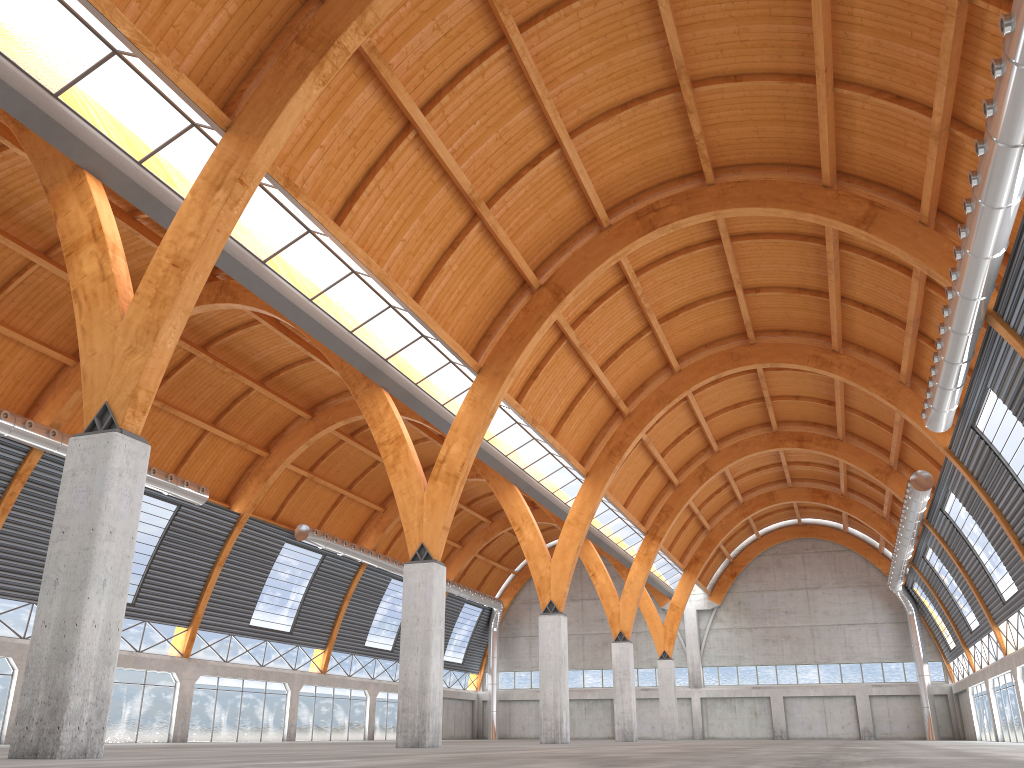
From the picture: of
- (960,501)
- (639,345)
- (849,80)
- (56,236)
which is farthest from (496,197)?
(960,501)

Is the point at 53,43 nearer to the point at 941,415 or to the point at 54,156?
the point at 54,156
